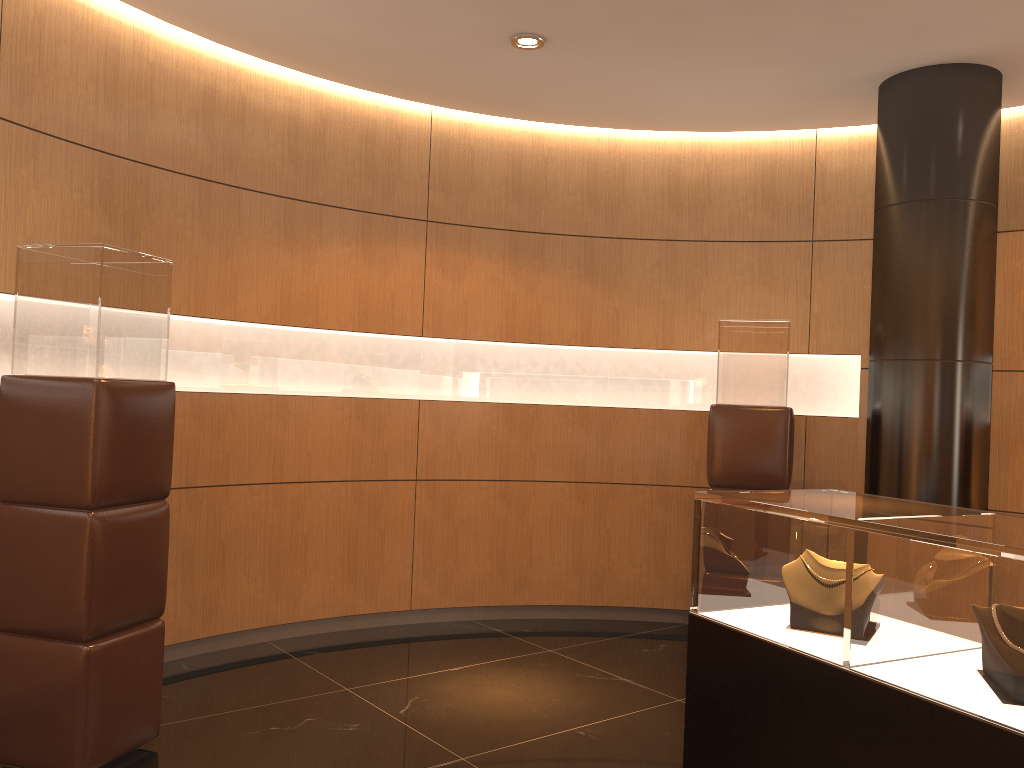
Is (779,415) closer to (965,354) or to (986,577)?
(965,354)

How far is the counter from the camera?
1.89m

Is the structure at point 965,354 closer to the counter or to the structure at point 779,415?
the structure at point 779,415

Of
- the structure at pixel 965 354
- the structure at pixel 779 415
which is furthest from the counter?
the structure at pixel 779 415

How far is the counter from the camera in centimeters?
189cm

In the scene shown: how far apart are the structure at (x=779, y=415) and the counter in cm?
221

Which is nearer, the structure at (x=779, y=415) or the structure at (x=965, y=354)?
the structure at (x=965, y=354)

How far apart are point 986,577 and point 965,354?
3.0m

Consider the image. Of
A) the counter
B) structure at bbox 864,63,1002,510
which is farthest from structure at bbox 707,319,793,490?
the counter

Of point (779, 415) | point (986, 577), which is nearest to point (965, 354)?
point (779, 415)
